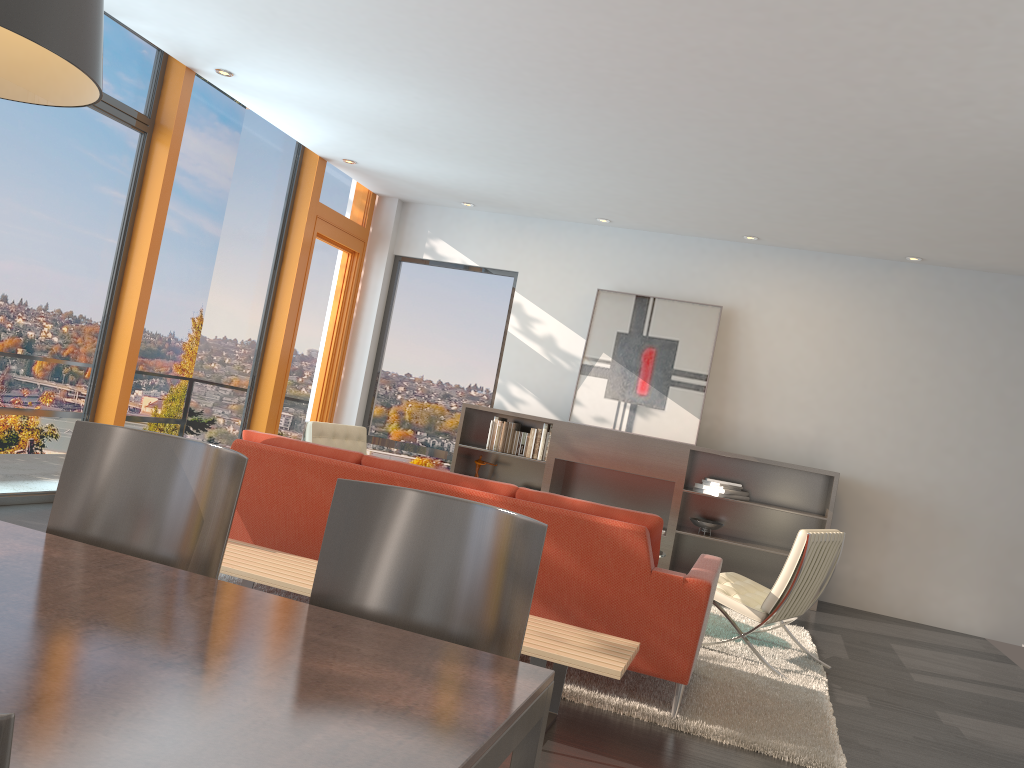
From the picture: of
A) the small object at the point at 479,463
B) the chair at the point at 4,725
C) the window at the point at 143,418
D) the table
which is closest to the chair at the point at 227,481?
the table

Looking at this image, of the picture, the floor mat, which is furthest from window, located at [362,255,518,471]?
the floor mat

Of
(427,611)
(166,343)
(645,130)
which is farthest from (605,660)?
(166,343)

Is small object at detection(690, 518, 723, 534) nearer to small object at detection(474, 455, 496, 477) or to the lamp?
small object at detection(474, 455, 496, 477)

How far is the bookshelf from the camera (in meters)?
7.77

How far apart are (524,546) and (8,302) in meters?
4.8 m

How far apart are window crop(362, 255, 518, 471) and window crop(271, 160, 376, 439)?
0.4m

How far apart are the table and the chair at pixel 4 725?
0.6 meters

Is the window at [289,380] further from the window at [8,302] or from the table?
the table

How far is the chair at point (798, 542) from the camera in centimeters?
480cm
